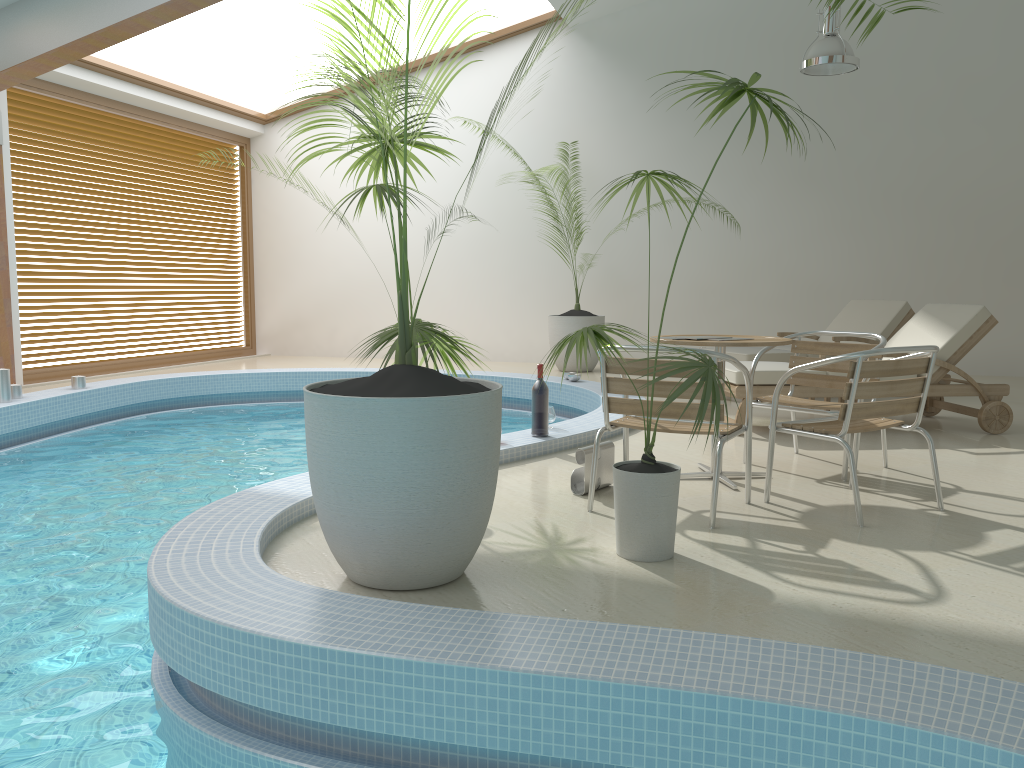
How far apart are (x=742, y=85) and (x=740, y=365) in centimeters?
122cm

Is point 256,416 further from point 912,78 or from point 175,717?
point 912,78

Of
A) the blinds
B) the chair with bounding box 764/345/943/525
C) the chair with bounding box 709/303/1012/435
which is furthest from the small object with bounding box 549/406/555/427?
the blinds

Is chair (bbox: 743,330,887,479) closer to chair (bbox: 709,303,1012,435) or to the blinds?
chair (bbox: 709,303,1012,435)

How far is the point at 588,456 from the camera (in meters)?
4.16

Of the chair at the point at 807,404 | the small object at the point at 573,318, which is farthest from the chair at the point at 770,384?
the small object at the point at 573,318

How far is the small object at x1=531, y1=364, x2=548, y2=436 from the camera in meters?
5.3

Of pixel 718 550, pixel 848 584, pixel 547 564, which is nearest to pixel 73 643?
pixel 547 564

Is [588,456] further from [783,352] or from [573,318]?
[573,318]

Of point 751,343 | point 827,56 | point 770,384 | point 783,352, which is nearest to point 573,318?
point 783,352
